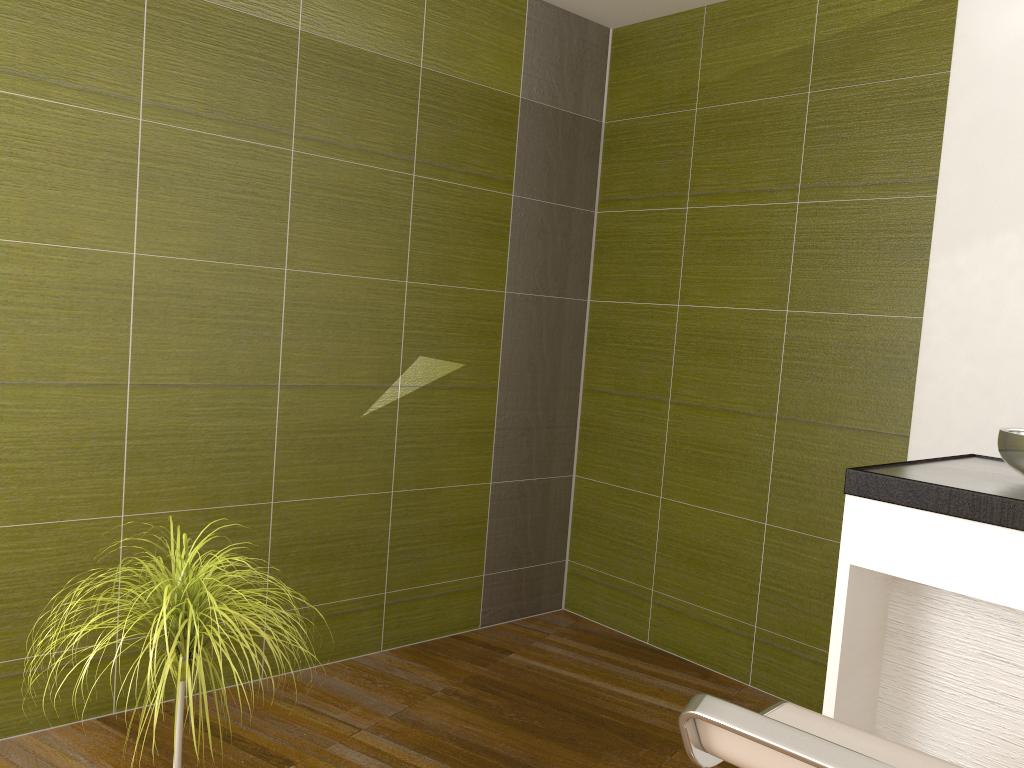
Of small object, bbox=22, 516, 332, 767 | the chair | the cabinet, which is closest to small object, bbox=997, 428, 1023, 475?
the cabinet

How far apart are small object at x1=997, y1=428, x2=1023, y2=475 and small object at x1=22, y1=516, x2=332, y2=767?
1.5 meters

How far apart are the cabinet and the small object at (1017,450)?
0.0 meters

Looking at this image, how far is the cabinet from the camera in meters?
1.6

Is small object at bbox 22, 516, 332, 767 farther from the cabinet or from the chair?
the cabinet

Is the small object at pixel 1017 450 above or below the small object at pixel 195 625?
above

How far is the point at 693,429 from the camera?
3.7 meters

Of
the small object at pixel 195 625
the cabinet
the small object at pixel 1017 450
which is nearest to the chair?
the cabinet

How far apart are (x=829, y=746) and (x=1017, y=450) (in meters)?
0.91

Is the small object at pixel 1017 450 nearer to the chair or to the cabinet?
the cabinet
